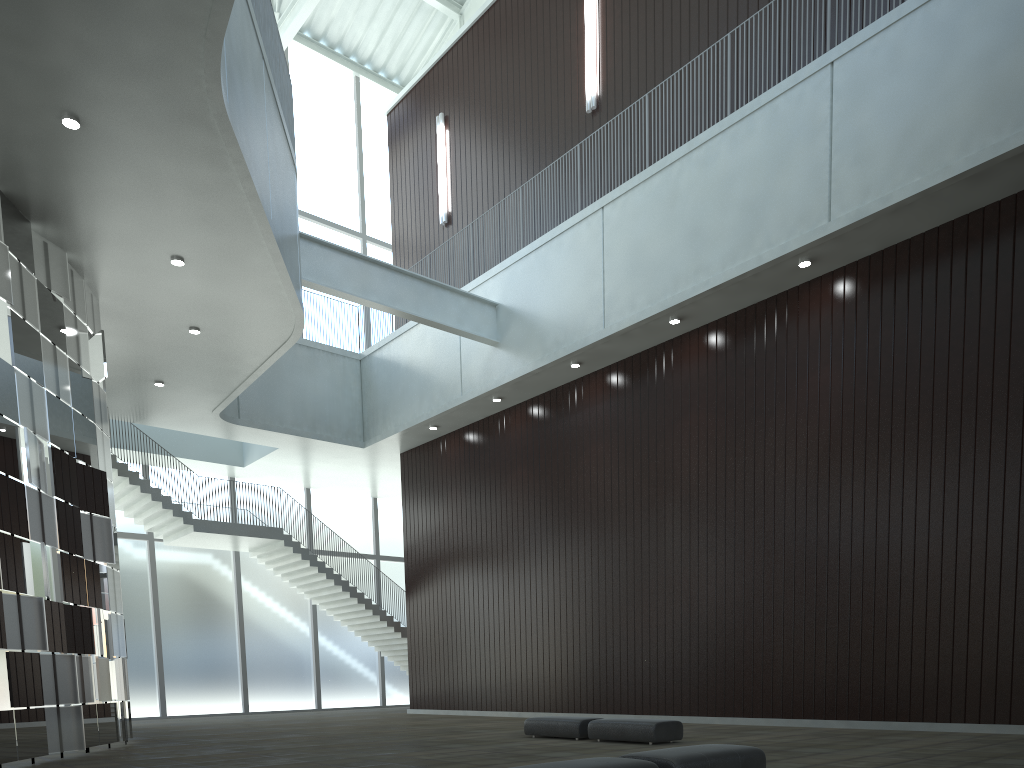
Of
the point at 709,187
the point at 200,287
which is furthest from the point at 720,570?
the point at 200,287

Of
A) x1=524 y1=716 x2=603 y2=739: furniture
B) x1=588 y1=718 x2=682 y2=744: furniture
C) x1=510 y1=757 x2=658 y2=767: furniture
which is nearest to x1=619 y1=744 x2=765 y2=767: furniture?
x1=510 y1=757 x2=658 y2=767: furniture

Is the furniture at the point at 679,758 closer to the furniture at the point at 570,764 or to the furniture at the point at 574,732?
the furniture at the point at 570,764

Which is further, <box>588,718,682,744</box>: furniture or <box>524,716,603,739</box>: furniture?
<box>524,716,603,739</box>: furniture

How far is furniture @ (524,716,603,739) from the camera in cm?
3531

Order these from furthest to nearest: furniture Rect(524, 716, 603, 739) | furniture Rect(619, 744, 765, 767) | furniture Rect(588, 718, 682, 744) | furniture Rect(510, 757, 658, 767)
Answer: furniture Rect(524, 716, 603, 739)
furniture Rect(588, 718, 682, 744)
furniture Rect(619, 744, 765, 767)
furniture Rect(510, 757, 658, 767)

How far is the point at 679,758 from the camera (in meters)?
18.39

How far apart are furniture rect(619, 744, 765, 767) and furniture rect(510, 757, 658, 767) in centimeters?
87cm

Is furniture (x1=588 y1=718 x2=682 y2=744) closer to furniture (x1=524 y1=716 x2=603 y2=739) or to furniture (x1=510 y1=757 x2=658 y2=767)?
furniture (x1=524 y1=716 x2=603 y2=739)

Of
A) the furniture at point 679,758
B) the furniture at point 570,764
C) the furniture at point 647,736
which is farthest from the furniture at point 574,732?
the furniture at point 570,764
